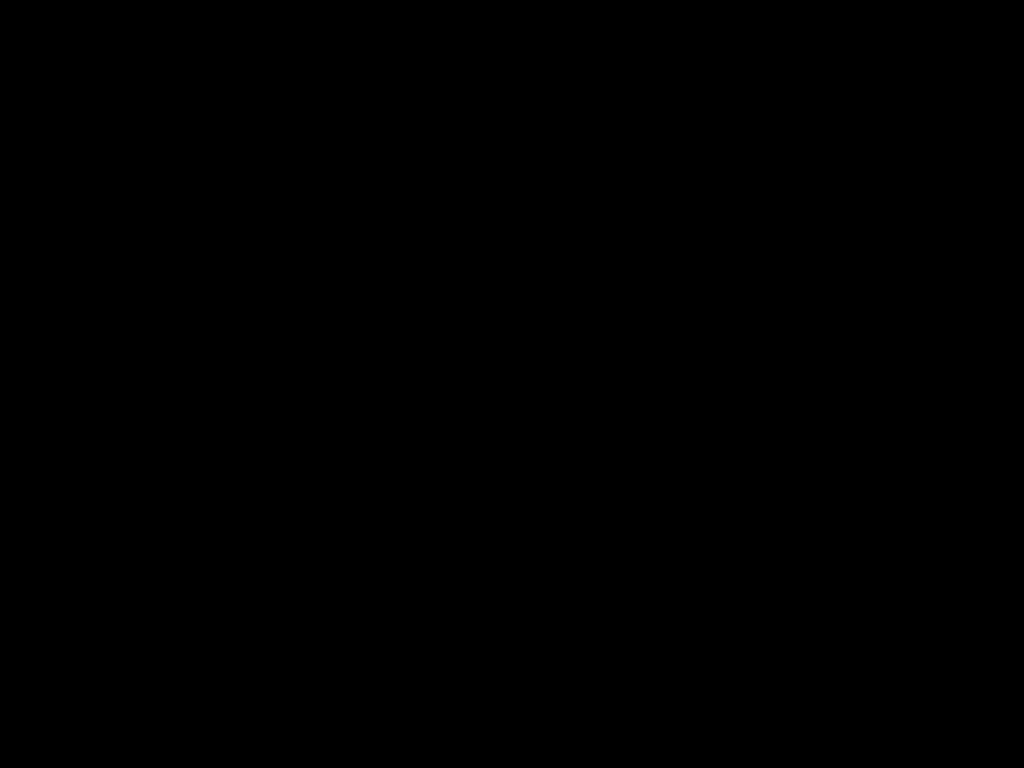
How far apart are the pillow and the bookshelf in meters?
0.0 m

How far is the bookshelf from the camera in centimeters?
224cm

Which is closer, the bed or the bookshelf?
the bed

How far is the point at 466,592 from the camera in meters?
0.7

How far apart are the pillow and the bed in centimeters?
2cm

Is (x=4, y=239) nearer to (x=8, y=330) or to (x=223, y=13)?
(x=8, y=330)

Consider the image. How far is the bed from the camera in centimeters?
51cm

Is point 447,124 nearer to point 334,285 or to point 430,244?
point 430,244

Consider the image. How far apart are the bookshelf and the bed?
0.0m

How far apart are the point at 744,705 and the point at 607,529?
0.5m
